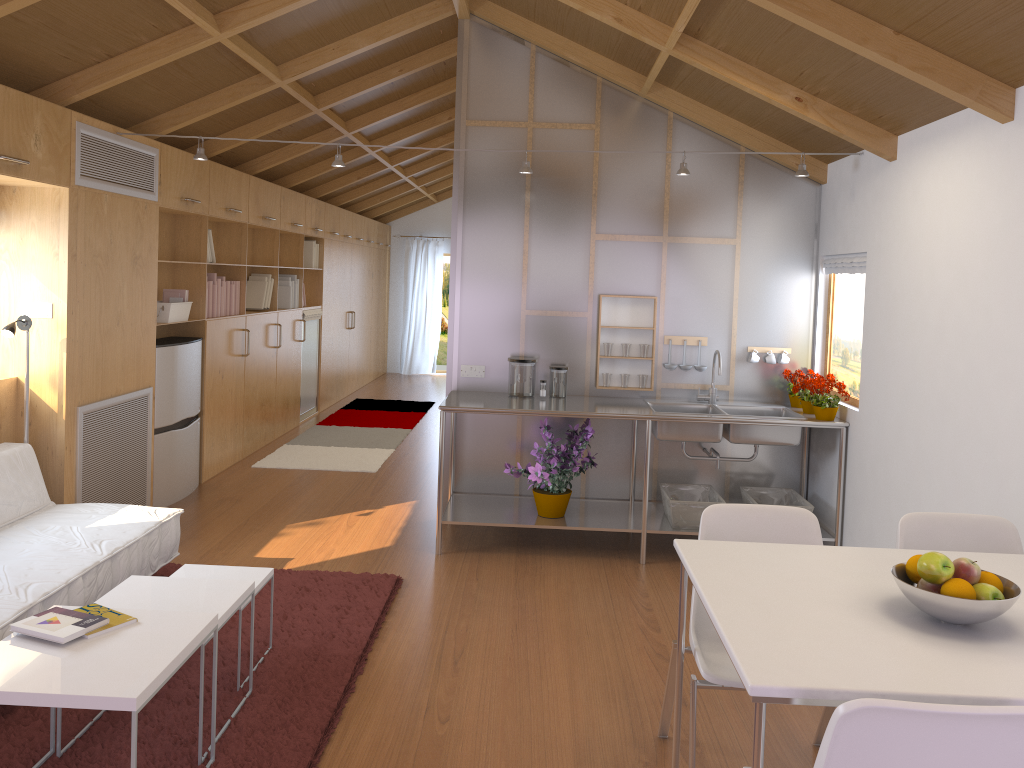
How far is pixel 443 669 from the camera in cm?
335

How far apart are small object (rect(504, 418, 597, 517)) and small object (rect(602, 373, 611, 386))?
0.30m

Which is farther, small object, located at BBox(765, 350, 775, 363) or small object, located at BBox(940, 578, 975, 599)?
small object, located at BBox(765, 350, 775, 363)

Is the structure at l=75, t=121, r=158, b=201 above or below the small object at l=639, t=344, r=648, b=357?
above

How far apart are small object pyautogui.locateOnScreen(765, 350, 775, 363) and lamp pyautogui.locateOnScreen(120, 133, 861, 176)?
1.13m

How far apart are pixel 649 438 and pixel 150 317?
2.9 meters

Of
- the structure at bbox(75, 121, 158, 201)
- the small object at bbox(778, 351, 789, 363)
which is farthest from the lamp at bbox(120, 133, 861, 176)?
the small object at bbox(778, 351, 789, 363)

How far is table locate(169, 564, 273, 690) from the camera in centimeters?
330cm

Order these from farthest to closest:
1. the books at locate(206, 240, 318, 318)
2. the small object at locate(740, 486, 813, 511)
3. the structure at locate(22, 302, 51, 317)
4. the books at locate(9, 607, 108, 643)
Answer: the books at locate(206, 240, 318, 318) < the small object at locate(740, 486, 813, 511) < the structure at locate(22, 302, 51, 317) < the books at locate(9, 607, 108, 643)

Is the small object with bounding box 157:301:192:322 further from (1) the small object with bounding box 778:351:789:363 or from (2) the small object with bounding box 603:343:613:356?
(1) the small object with bounding box 778:351:789:363
